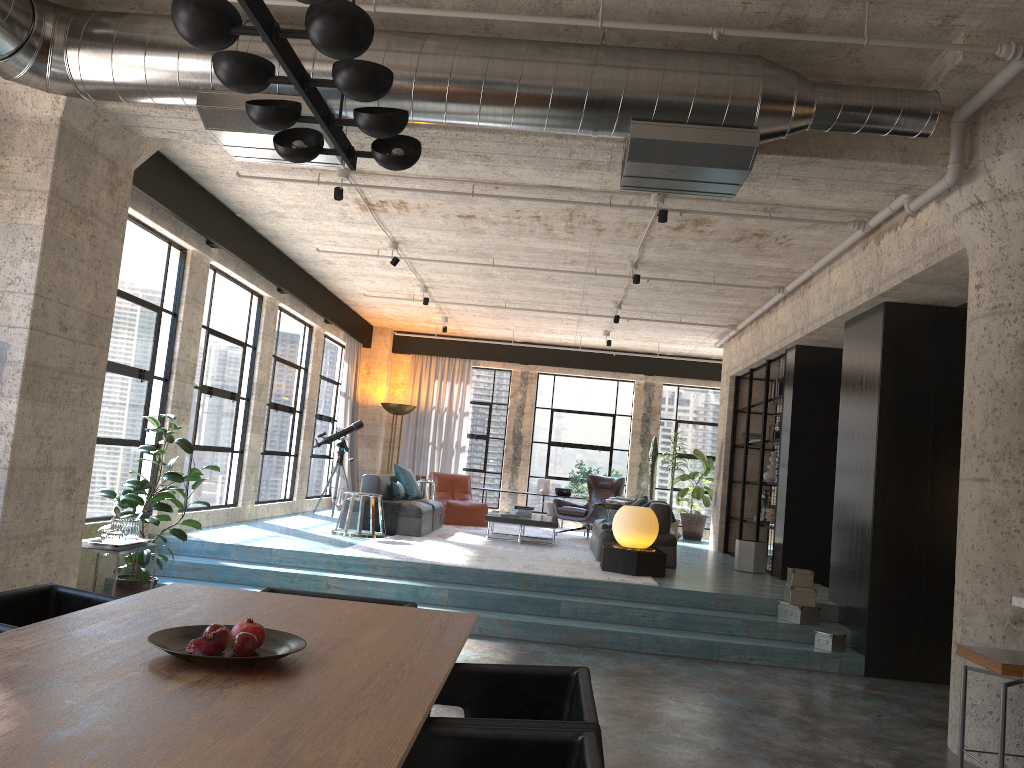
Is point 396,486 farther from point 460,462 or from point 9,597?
point 9,597

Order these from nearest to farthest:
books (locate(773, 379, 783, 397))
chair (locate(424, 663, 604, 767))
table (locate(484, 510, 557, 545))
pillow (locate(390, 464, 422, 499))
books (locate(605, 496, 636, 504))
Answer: chair (locate(424, 663, 604, 767)) → table (locate(484, 510, 557, 545)) → books (locate(773, 379, 783, 397)) → pillow (locate(390, 464, 422, 499)) → books (locate(605, 496, 636, 504))

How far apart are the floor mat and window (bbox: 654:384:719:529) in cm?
247

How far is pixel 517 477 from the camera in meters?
15.9

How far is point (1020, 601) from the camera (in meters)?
4.57

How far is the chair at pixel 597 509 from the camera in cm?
1264

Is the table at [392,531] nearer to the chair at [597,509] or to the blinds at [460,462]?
the chair at [597,509]

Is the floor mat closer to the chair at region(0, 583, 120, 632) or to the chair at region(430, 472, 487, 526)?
the chair at region(430, 472, 487, 526)

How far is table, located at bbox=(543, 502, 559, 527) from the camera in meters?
14.9

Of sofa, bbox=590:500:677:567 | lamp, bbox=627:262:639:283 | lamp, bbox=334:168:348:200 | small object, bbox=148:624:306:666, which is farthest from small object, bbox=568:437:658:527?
small object, bbox=148:624:306:666
